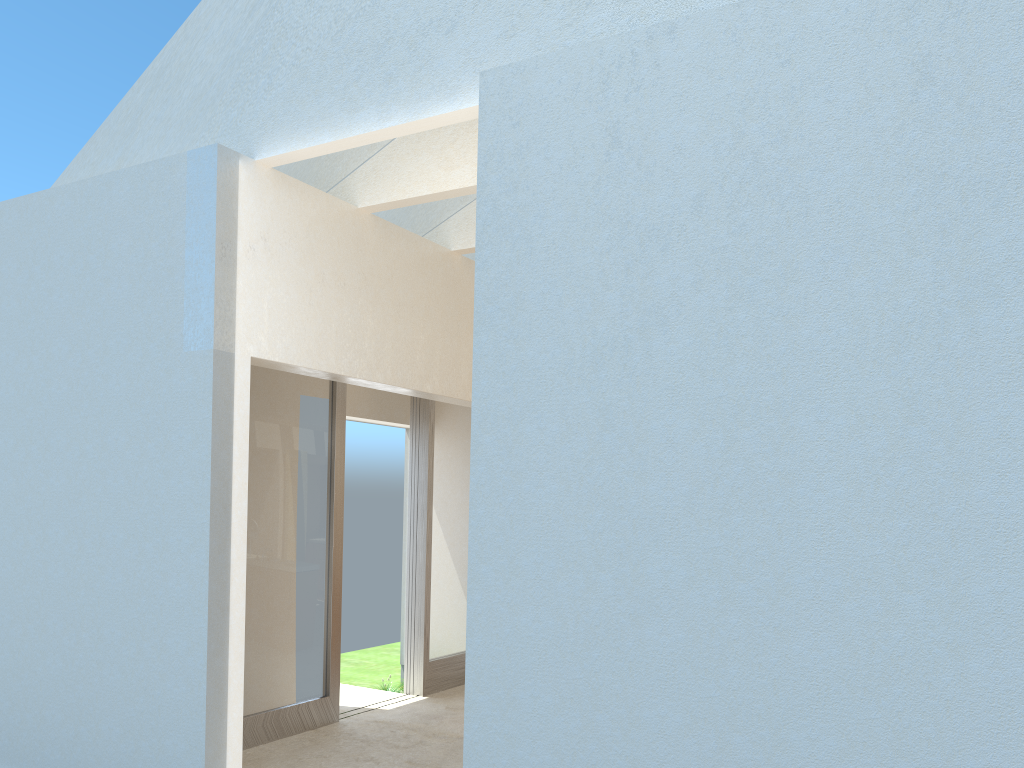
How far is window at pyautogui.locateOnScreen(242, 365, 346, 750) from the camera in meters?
13.8

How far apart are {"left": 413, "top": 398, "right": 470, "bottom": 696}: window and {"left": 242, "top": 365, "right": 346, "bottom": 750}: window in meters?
2.5

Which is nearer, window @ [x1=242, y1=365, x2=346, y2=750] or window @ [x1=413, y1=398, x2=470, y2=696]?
window @ [x1=242, y1=365, x2=346, y2=750]

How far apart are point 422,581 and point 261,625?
4.3 meters

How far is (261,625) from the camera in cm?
1383

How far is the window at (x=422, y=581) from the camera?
17.5 meters

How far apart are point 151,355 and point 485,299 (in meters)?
4.97

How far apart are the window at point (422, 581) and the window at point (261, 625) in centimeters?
255cm

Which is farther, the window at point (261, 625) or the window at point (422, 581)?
the window at point (422, 581)
